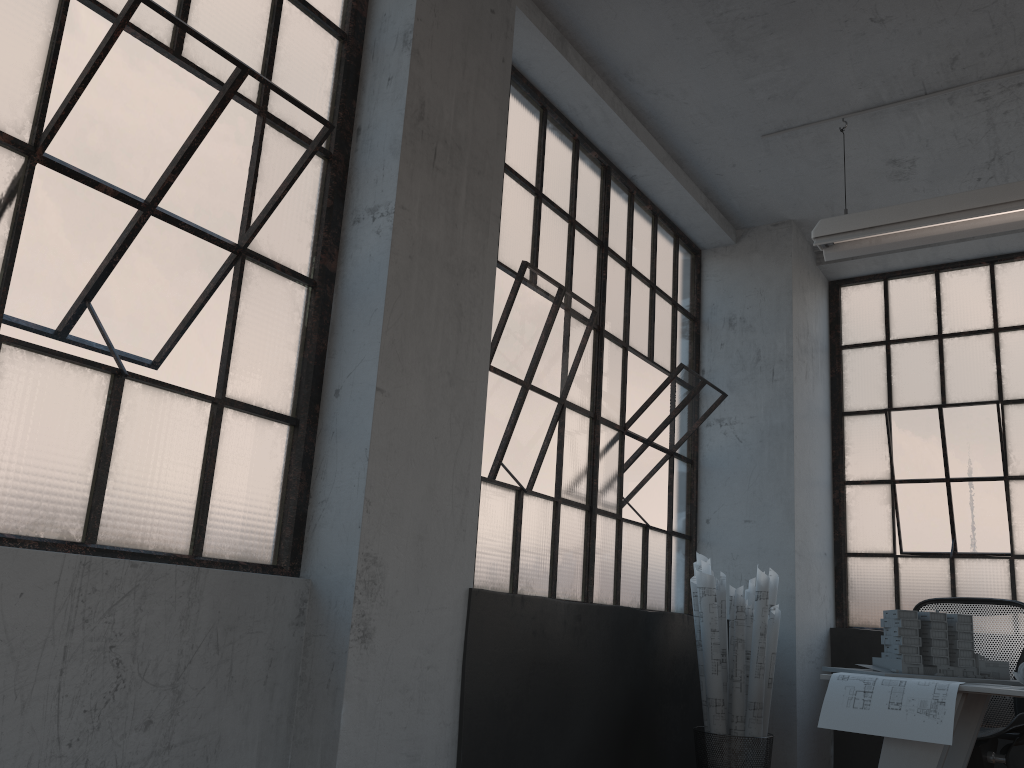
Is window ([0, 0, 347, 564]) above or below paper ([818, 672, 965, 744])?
above

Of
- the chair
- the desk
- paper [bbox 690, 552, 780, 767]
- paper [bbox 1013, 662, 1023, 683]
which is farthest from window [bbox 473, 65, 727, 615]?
paper [bbox 1013, 662, 1023, 683]

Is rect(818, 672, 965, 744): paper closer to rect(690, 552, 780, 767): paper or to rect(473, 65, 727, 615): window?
rect(690, 552, 780, 767): paper

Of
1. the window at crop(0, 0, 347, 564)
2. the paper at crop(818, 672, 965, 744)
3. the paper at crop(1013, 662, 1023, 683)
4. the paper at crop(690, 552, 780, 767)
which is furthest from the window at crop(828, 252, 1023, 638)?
the window at crop(0, 0, 347, 564)

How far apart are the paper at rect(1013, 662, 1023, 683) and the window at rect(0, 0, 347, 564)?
2.6m

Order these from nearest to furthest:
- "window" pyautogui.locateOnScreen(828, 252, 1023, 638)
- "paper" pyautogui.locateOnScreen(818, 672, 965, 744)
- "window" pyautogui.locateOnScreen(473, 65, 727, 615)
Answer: "paper" pyautogui.locateOnScreen(818, 672, 965, 744), "window" pyautogui.locateOnScreen(473, 65, 727, 615), "window" pyautogui.locateOnScreen(828, 252, 1023, 638)

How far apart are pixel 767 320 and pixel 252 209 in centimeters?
355cm

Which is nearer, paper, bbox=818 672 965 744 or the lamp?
paper, bbox=818 672 965 744

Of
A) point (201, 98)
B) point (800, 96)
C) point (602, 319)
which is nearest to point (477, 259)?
point (201, 98)

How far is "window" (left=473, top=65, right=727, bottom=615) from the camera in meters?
3.7 m
